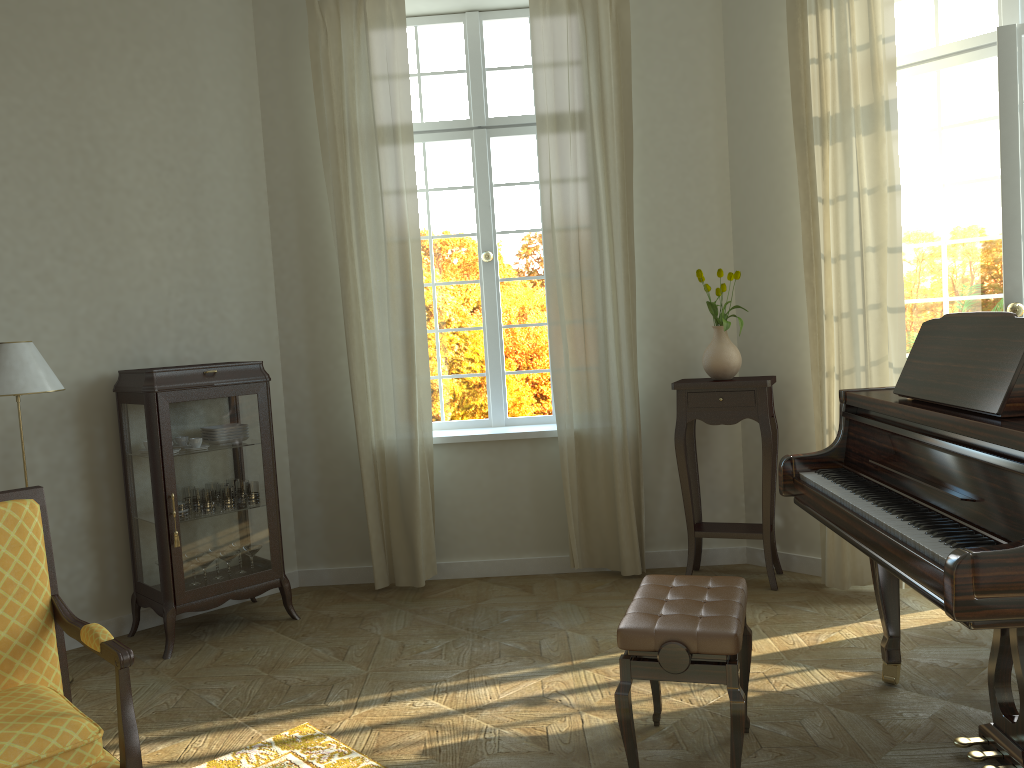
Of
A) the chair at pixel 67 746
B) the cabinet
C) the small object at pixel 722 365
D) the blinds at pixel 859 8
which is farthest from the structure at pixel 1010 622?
the cabinet

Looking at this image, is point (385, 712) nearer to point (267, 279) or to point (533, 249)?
point (267, 279)

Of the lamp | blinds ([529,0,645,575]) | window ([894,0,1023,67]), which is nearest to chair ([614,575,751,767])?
blinds ([529,0,645,575])

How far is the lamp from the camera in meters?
3.8 m

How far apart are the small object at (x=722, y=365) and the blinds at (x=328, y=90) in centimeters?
155cm

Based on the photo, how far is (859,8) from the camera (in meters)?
4.28

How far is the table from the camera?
4.7 meters

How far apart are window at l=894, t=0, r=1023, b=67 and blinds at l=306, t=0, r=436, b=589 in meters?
2.6

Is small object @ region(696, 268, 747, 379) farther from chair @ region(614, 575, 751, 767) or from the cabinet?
the cabinet

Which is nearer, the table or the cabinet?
the cabinet
